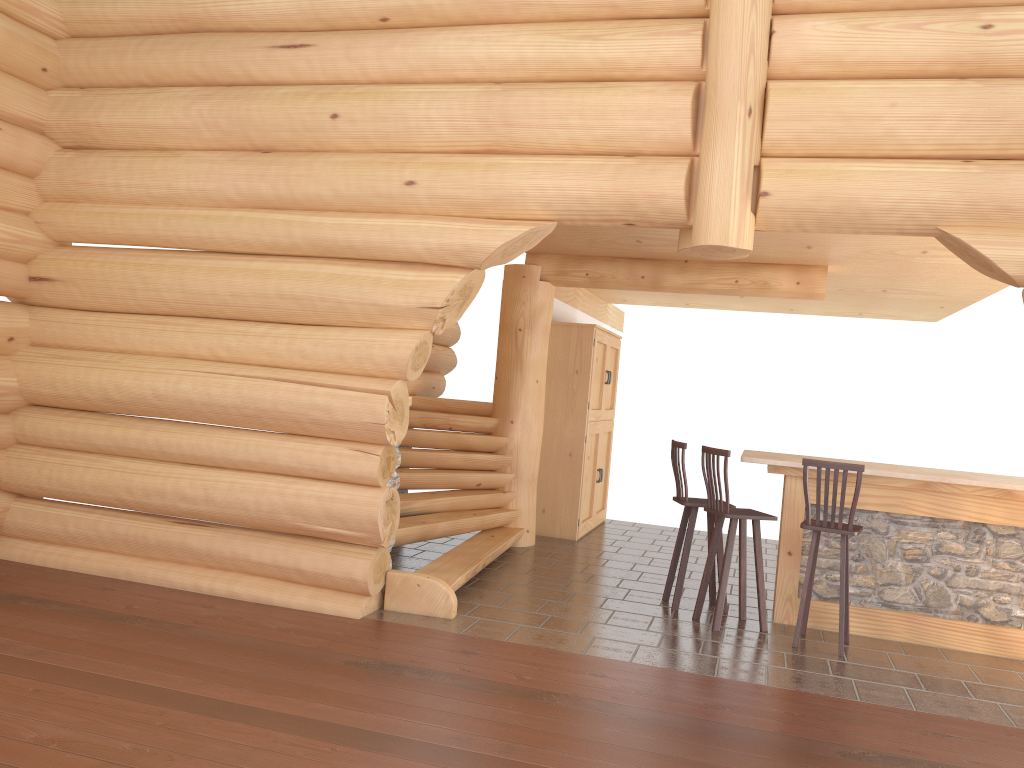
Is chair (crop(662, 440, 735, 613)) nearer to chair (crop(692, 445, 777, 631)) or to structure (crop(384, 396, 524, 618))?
chair (crop(692, 445, 777, 631))

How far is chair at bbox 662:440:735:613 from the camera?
7.0m

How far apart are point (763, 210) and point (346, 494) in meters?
3.3

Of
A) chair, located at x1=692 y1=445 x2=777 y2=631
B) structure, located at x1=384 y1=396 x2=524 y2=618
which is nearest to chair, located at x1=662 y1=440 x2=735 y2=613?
chair, located at x1=692 y1=445 x2=777 y2=631

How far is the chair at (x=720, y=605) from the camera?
6.45m

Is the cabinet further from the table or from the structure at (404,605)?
the table

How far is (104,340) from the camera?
6.7 meters

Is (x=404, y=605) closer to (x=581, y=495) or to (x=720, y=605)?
(x=720, y=605)

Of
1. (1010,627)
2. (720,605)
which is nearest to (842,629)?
(720,605)

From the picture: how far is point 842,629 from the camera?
6.07m
